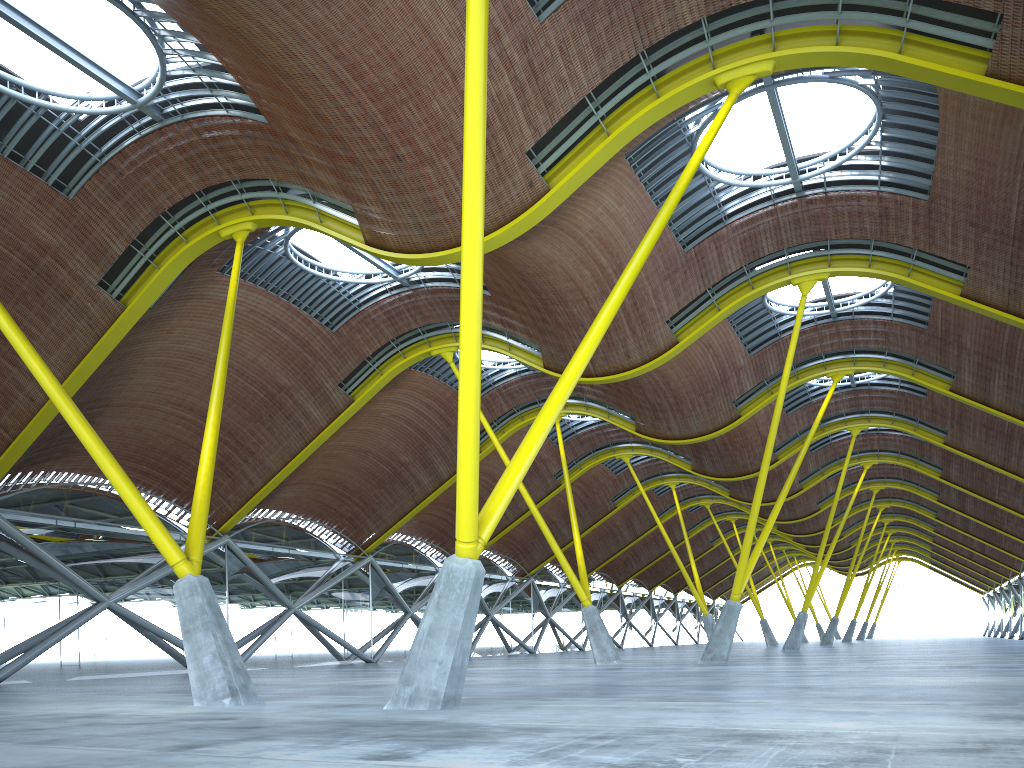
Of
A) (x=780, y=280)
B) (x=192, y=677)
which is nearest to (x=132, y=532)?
(x=192, y=677)
